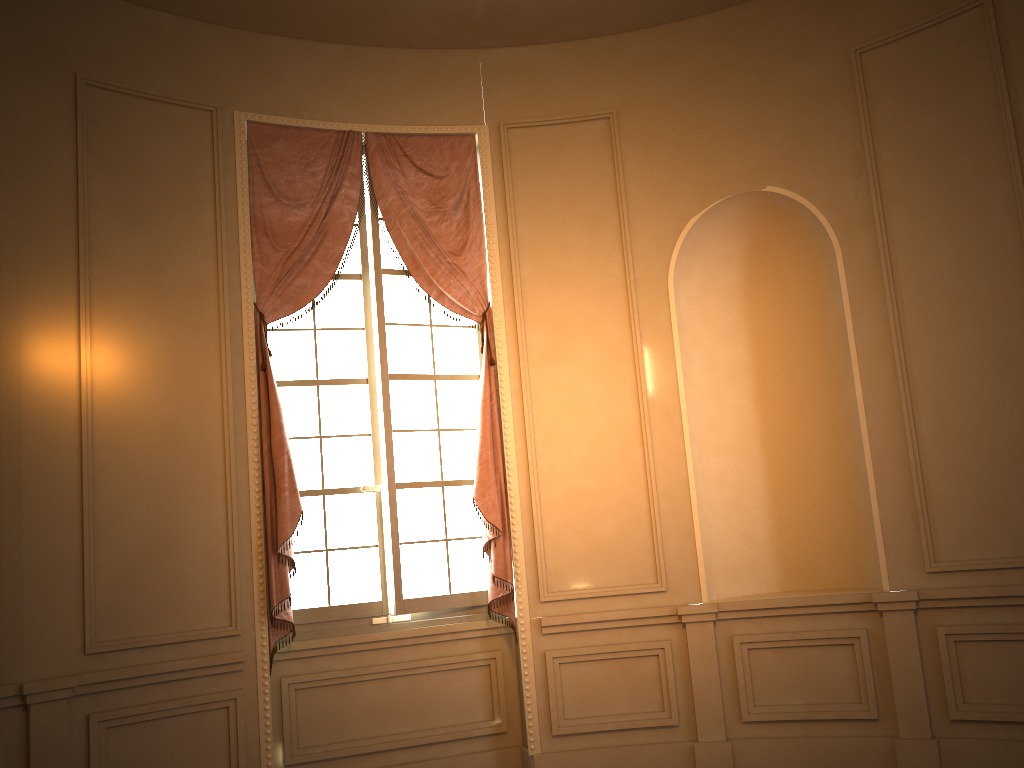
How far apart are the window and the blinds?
0.09m

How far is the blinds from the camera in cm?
456

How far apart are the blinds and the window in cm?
9

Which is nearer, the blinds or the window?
the blinds

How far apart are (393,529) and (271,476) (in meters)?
0.73

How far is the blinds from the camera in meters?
4.6 m

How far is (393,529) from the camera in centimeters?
488cm

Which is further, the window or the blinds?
the window
